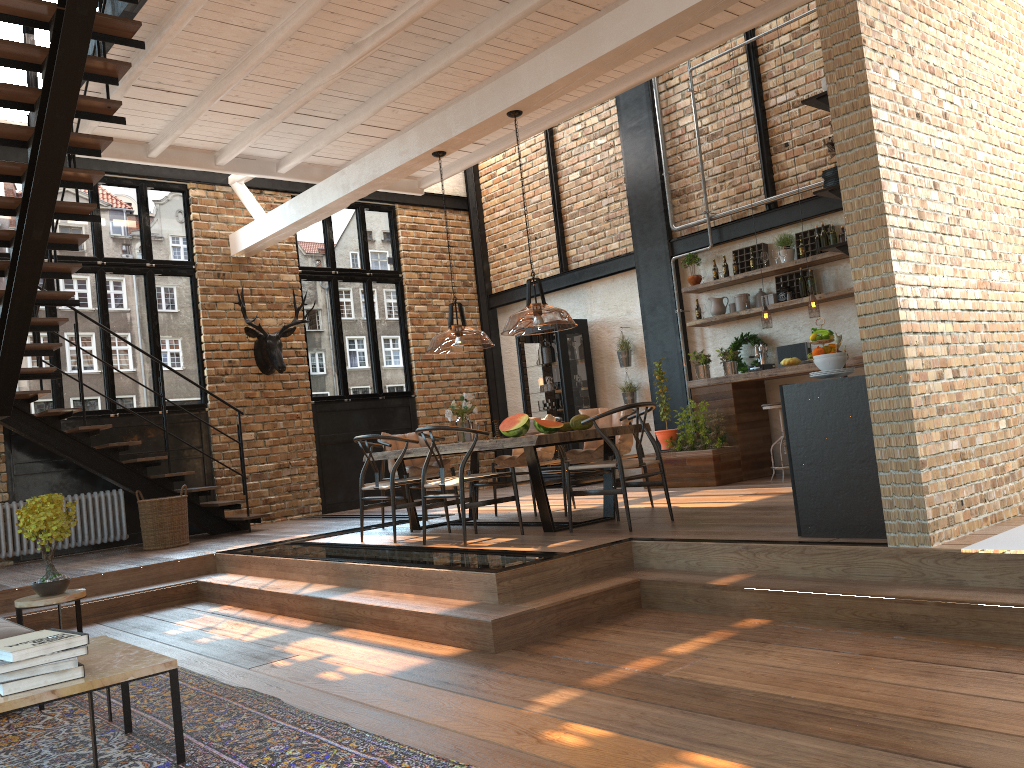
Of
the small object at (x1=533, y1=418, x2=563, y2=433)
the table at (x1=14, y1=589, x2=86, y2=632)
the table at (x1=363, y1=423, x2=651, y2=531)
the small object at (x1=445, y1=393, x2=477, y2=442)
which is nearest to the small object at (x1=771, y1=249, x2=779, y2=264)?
the table at (x1=363, y1=423, x2=651, y2=531)

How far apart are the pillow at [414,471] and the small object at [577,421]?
2.00m

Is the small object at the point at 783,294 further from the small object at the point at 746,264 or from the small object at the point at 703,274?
the small object at the point at 703,274

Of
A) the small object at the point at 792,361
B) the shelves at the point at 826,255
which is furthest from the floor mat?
the shelves at the point at 826,255

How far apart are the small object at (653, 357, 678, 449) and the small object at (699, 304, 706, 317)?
1.0m

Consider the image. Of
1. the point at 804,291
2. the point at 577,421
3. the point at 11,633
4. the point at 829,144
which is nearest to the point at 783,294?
the point at 804,291

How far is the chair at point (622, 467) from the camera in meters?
6.0 m

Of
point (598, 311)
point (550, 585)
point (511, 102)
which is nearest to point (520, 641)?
point (550, 585)

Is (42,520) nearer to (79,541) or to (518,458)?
(518,458)

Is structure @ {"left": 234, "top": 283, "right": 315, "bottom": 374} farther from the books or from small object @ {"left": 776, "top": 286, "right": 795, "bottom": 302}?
the books
